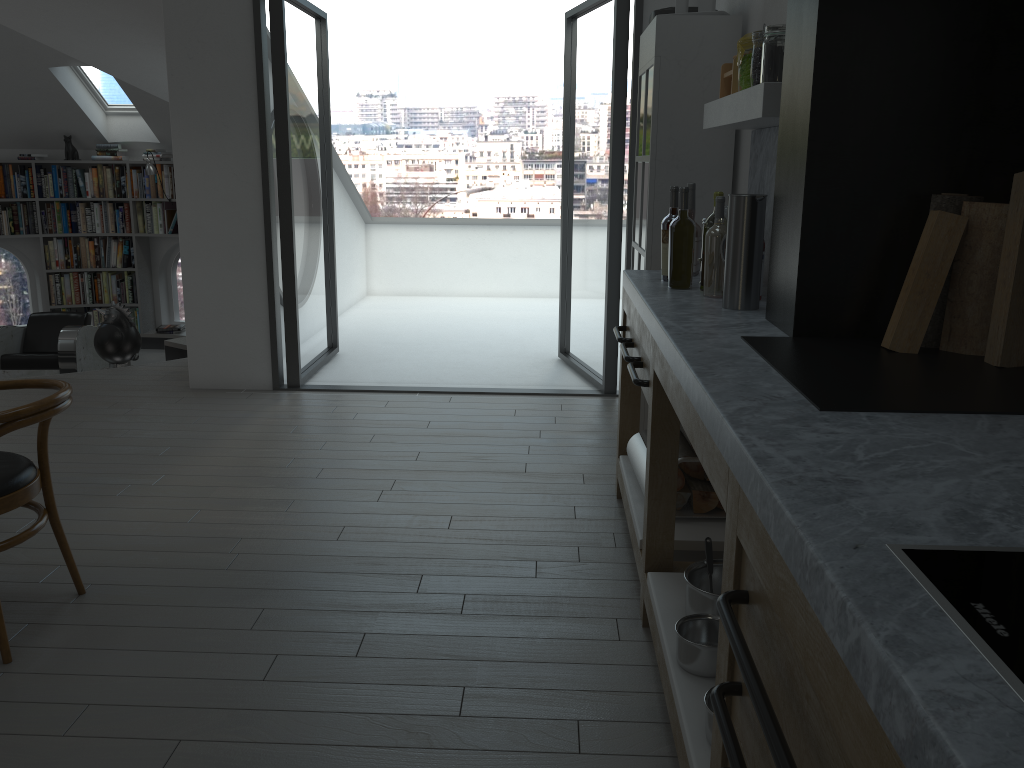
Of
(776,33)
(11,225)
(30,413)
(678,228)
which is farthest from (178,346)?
(776,33)

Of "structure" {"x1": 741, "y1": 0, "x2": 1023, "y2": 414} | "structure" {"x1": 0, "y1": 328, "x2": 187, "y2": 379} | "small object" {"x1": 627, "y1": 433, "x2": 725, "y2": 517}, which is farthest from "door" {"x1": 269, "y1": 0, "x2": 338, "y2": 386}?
"structure" {"x1": 741, "y1": 0, "x2": 1023, "y2": 414}

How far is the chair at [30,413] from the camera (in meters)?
2.44

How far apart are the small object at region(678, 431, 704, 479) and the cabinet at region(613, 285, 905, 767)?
0.2m

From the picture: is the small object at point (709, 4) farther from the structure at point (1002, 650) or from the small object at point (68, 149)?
the small object at point (68, 149)

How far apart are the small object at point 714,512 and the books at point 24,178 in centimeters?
825cm

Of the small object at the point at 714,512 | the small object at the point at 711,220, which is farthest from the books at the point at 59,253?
the small object at the point at 711,220

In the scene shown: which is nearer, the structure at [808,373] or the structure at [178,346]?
the structure at [808,373]

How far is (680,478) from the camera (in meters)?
3.00

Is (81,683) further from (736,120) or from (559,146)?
(559,146)
